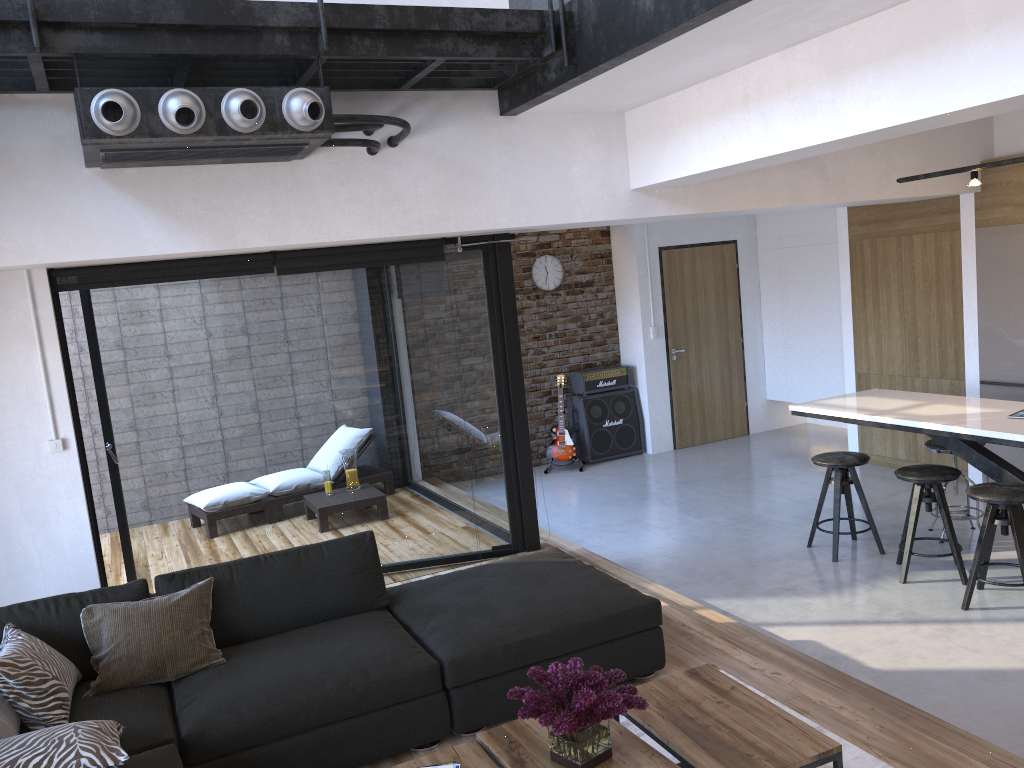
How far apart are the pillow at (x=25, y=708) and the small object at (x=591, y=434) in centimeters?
612cm

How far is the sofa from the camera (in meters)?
3.16

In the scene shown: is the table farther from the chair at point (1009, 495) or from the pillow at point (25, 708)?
the chair at point (1009, 495)

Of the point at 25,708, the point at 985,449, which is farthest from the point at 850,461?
the point at 25,708

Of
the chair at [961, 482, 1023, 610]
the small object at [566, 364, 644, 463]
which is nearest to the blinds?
the chair at [961, 482, 1023, 610]

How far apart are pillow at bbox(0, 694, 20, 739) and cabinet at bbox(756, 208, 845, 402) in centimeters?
770cm

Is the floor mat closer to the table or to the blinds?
the table

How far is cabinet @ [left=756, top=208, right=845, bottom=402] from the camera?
8.8 meters

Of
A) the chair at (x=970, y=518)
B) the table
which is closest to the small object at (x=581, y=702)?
the table

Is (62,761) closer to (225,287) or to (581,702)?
(581,702)
